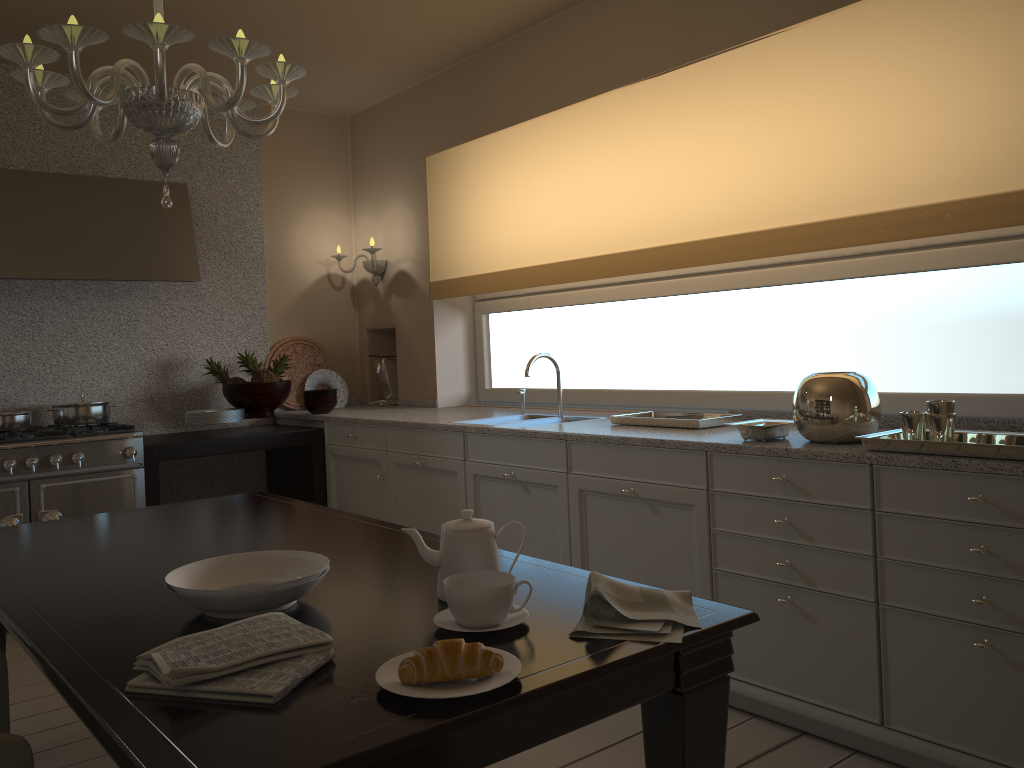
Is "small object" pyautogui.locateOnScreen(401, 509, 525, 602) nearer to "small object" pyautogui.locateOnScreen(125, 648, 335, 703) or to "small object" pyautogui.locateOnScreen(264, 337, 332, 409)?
"small object" pyautogui.locateOnScreen(125, 648, 335, 703)

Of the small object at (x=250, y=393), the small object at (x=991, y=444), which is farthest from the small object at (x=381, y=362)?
the small object at (x=991, y=444)

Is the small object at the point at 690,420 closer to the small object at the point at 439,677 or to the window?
the window

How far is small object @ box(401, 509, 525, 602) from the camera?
1.5 meters

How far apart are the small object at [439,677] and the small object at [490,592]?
0.2m

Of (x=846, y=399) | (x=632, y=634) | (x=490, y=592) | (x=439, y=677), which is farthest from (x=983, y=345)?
(x=439, y=677)

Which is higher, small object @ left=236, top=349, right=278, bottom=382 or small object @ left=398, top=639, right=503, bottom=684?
small object @ left=236, top=349, right=278, bottom=382

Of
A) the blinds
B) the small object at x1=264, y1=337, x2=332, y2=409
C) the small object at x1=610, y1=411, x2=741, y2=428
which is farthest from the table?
the small object at x1=264, y1=337, x2=332, y2=409

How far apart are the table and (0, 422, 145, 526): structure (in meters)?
1.31

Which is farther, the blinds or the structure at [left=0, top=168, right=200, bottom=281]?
the structure at [left=0, top=168, right=200, bottom=281]
